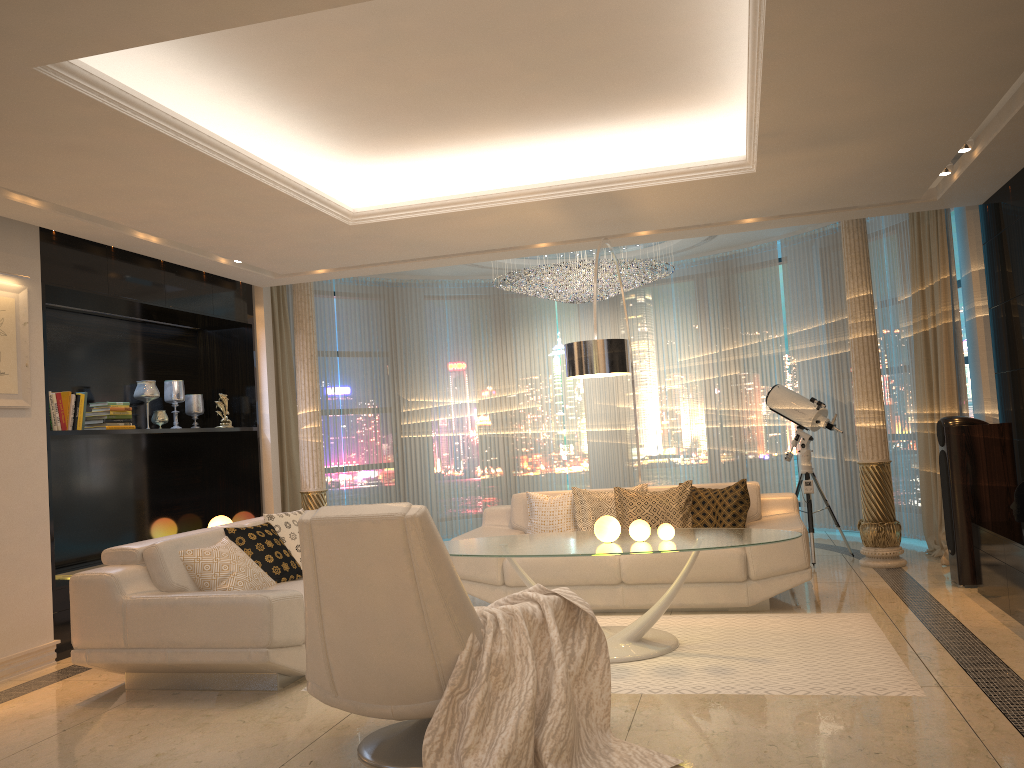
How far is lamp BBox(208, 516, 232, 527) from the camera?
7.6m

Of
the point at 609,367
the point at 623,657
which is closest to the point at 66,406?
the point at 609,367

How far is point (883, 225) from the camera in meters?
8.0

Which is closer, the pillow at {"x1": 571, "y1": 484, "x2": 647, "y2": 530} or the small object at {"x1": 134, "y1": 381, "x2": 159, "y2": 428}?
the pillow at {"x1": 571, "y1": 484, "x2": 647, "y2": 530}

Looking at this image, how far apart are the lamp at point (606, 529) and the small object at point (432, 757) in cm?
110

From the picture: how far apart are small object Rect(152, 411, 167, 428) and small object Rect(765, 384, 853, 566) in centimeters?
489cm

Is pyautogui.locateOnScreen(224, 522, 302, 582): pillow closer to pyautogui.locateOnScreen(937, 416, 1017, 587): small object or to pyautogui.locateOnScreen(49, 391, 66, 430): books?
pyautogui.locateOnScreen(49, 391, 66, 430): books

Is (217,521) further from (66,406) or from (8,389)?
(8,389)

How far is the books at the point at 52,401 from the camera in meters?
5.6 m

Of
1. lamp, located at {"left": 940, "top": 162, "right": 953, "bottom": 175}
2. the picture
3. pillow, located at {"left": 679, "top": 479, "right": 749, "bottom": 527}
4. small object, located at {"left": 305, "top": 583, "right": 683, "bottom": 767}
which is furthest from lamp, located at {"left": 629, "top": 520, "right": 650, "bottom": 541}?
the picture
